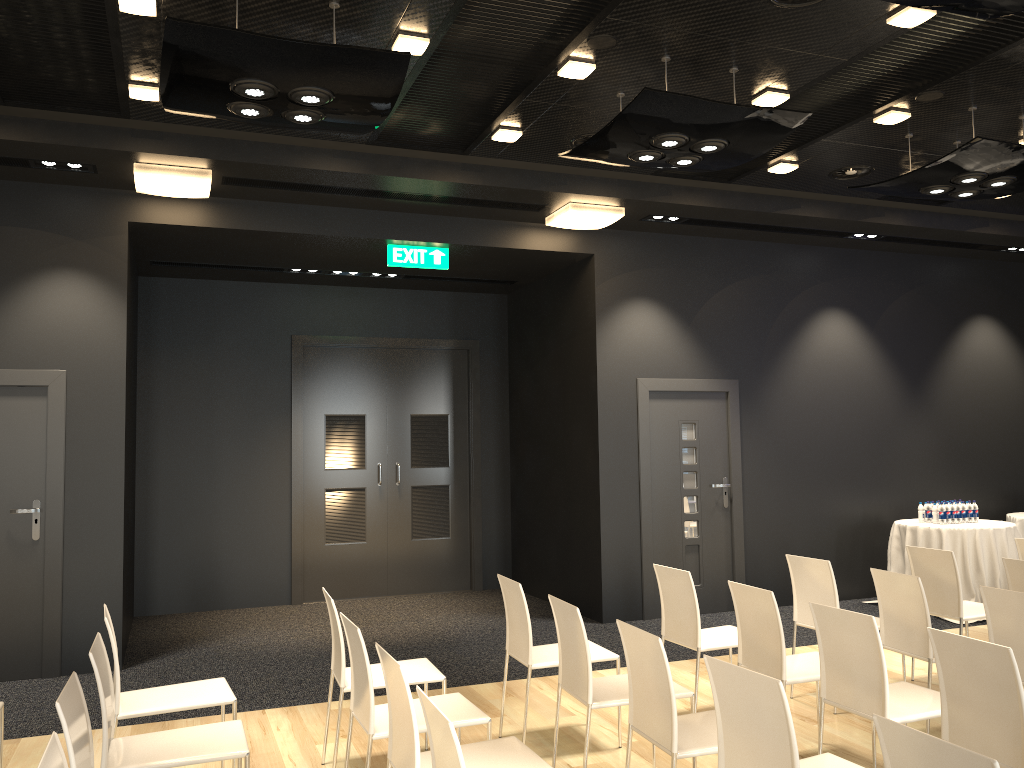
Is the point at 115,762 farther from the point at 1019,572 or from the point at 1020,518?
the point at 1020,518

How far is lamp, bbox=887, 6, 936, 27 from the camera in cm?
430

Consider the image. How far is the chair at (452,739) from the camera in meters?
2.3 m

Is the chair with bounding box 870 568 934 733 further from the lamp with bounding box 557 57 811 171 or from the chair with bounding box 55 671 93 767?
the chair with bounding box 55 671 93 767

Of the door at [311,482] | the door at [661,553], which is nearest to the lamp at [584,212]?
the door at [661,553]

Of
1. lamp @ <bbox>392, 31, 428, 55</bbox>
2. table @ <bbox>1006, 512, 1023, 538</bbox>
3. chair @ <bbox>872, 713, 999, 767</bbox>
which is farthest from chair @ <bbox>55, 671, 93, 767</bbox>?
table @ <bbox>1006, 512, 1023, 538</bbox>

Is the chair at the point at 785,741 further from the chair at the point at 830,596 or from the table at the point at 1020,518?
the table at the point at 1020,518

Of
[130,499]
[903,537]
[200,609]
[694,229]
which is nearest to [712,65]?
[694,229]

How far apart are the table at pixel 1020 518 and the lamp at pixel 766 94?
5.7 meters

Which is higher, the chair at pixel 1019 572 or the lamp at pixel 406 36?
the lamp at pixel 406 36
